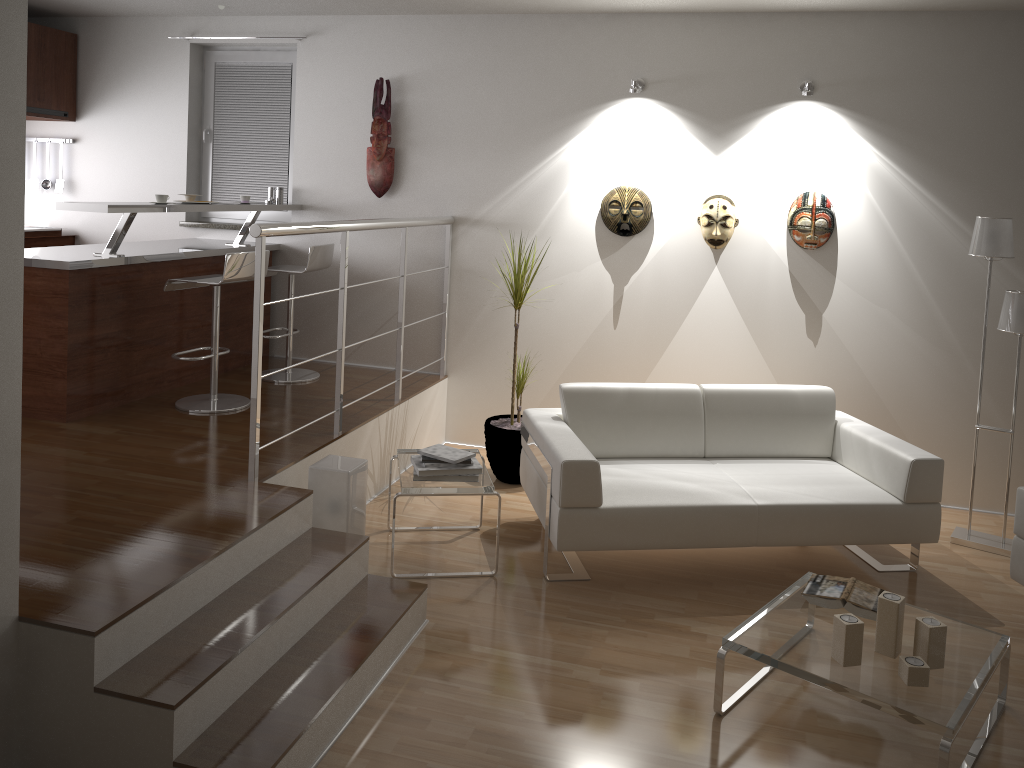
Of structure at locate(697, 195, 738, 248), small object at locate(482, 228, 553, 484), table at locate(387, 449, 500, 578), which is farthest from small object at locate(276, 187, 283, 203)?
structure at locate(697, 195, 738, 248)

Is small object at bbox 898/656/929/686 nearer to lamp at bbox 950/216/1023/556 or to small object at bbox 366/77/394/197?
lamp at bbox 950/216/1023/556

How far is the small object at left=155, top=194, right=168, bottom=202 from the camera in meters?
4.6

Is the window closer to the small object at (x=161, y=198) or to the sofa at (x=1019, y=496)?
the small object at (x=161, y=198)

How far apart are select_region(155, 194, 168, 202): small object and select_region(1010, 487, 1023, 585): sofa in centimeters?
428cm

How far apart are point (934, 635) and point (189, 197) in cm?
426

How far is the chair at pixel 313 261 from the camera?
5.2 meters

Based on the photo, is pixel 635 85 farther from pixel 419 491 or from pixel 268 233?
pixel 419 491

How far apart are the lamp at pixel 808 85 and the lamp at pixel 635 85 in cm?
90

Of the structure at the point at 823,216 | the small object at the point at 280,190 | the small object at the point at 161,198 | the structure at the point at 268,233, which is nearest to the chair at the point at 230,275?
the small object at the point at 161,198
